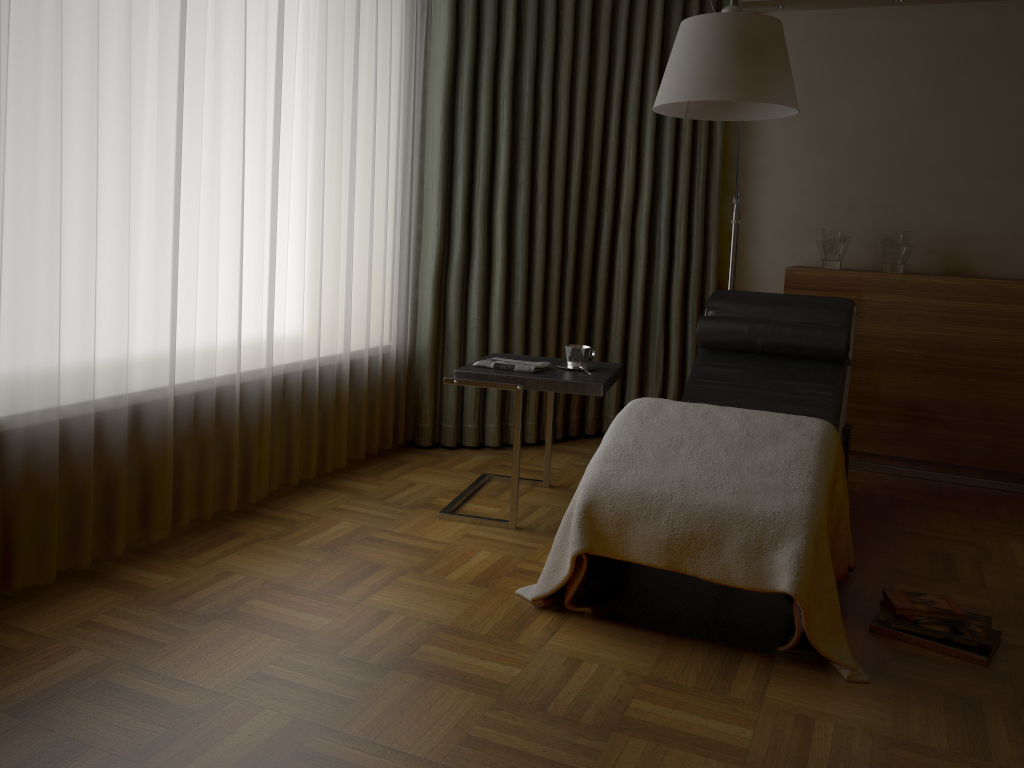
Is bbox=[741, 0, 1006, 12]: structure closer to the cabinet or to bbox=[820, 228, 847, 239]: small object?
bbox=[820, 228, 847, 239]: small object

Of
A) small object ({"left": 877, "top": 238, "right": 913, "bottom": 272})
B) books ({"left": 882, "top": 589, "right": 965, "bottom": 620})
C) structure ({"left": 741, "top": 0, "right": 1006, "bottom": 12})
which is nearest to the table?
books ({"left": 882, "top": 589, "right": 965, "bottom": 620})

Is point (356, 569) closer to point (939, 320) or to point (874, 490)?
point (874, 490)

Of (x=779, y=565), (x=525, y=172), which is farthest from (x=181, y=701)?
(x=525, y=172)

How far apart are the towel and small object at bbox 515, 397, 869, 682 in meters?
0.5 m

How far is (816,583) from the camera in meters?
2.1

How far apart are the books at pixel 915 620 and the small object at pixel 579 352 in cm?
136

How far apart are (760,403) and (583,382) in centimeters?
77cm

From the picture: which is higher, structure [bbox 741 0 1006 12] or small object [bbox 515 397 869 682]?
structure [bbox 741 0 1006 12]

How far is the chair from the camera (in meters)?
3.27
